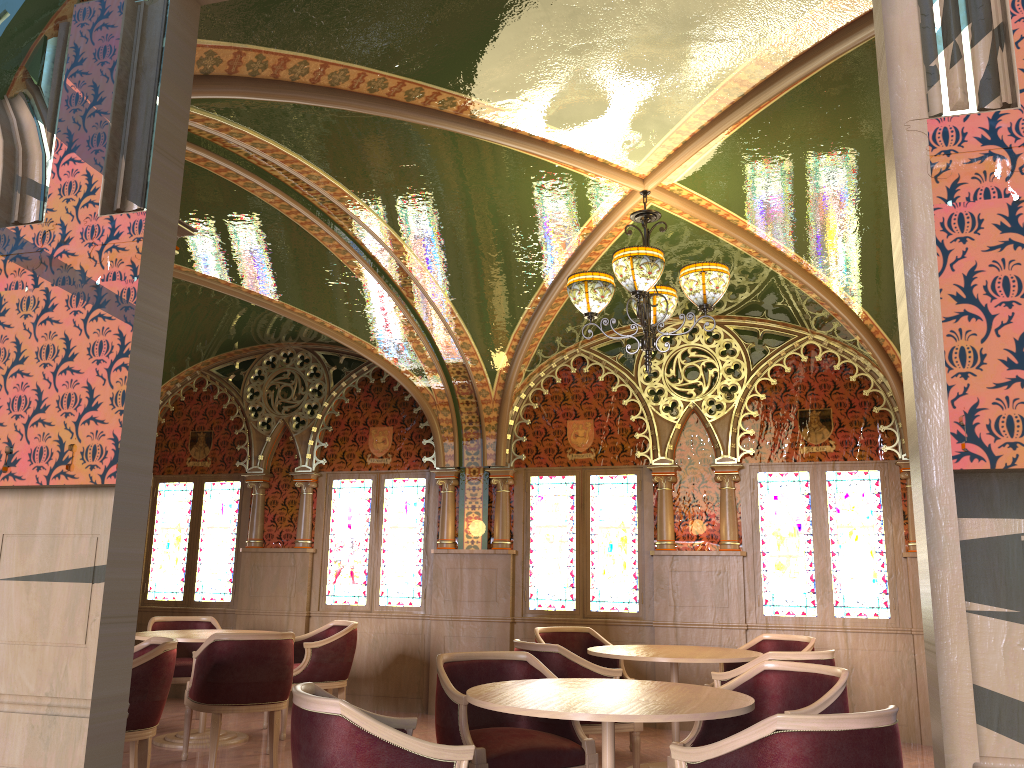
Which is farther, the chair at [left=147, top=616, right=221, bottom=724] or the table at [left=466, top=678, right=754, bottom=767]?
the chair at [left=147, top=616, right=221, bottom=724]

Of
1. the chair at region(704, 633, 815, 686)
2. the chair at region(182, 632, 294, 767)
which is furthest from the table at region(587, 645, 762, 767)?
the chair at region(182, 632, 294, 767)

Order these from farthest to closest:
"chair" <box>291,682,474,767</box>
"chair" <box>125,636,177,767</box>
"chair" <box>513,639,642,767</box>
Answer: "chair" <box>513,639,642,767</box>
"chair" <box>125,636,177,767</box>
"chair" <box>291,682,474,767</box>

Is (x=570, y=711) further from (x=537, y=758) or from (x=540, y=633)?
(x=540, y=633)

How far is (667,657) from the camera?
5.4 meters

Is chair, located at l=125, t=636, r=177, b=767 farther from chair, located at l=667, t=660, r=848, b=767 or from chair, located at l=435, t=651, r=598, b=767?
chair, located at l=667, t=660, r=848, b=767

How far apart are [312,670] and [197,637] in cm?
96

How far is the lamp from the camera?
4.82m

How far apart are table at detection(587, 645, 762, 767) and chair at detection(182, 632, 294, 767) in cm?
199

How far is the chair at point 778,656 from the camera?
4.9 meters
